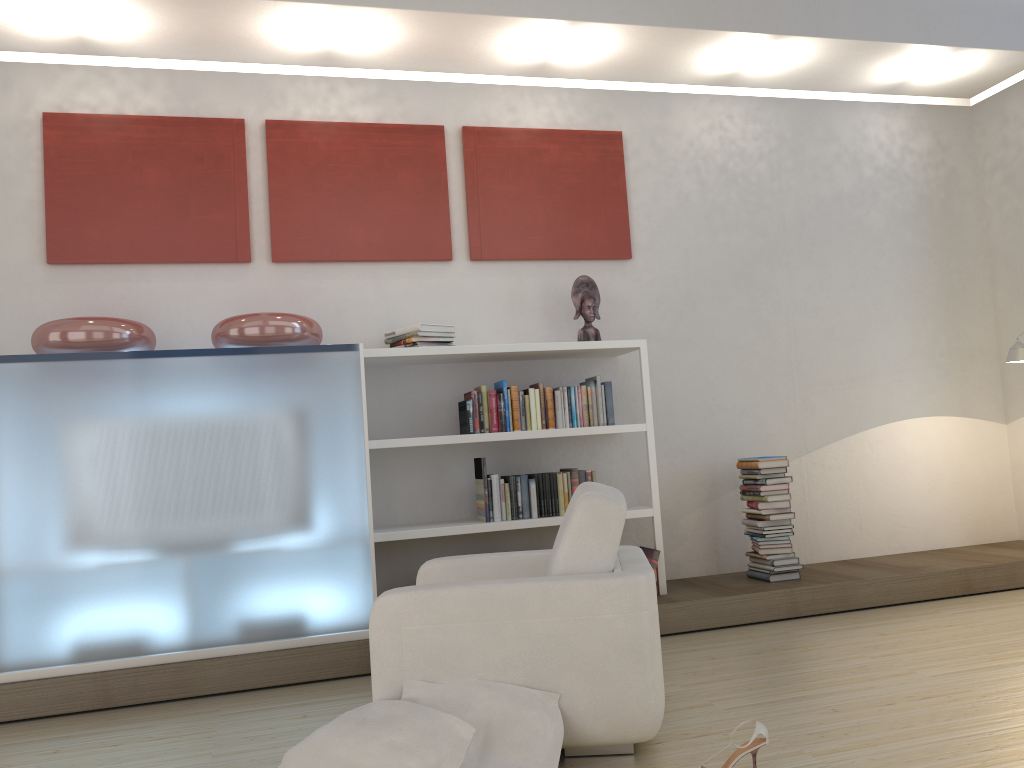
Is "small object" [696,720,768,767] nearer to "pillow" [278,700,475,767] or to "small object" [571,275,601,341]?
"pillow" [278,700,475,767]

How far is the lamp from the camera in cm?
512

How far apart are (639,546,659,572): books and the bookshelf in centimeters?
6cm

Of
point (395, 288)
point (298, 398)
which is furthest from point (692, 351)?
point (298, 398)

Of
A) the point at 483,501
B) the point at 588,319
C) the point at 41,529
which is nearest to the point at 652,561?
the point at 483,501

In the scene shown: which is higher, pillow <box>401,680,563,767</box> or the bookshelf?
the bookshelf

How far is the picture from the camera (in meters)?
4.62

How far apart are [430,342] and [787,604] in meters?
2.3

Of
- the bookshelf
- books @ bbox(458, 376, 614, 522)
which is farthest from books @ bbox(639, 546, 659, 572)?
books @ bbox(458, 376, 614, 522)

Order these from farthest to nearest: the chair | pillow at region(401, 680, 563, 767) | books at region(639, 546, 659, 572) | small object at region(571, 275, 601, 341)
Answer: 1. small object at region(571, 275, 601, 341)
2. books at region(639, 546, 659, 572)
3. the chair
4. pillow at region(401, 680, 563, 767)
